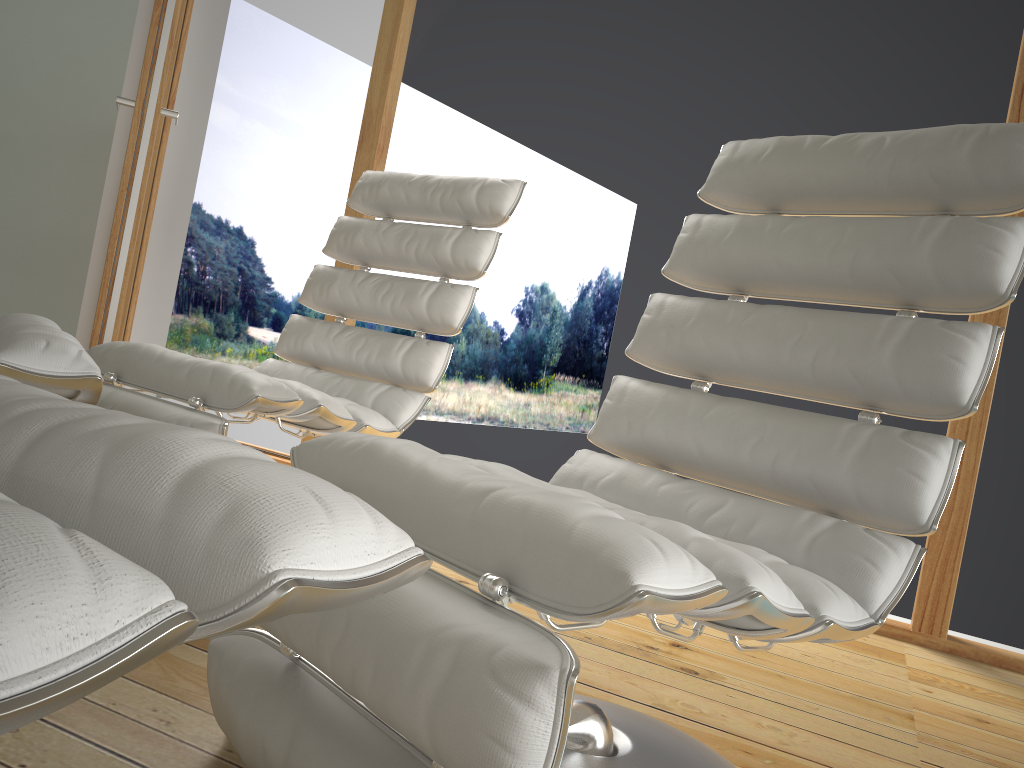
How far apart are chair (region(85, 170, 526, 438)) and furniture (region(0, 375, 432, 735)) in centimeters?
101cm

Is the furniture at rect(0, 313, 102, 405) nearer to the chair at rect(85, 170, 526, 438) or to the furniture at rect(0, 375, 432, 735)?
the chair at rect(85, 170, 526, 438)

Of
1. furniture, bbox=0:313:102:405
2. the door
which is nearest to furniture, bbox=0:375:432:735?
furniture, bbox=0:313:102:405

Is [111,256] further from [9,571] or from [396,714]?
[9,571]

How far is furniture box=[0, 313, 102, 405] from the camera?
1.0 meters

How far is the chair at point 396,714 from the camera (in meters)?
0.72

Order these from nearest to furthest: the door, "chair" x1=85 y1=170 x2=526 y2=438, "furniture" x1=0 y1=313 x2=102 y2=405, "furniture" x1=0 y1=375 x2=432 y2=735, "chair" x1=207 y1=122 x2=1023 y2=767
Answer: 1. "furniture" x1=0 y1=375 x2=432 y2=735
2. "chair" x1=207 y1=122 x2=1023 y2=767
3. "furniture" x1=0 y1=313 x2=102 y2=405
4. "chair" x1=85 y1=170 x2=526 y2=438
5. the door

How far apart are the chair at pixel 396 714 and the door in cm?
158

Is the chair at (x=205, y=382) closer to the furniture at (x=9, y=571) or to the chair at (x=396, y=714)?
the chair at (x=396, y=714)

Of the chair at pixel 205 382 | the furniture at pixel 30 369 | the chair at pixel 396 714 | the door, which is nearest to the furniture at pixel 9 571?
the chair at pixel 396 714
